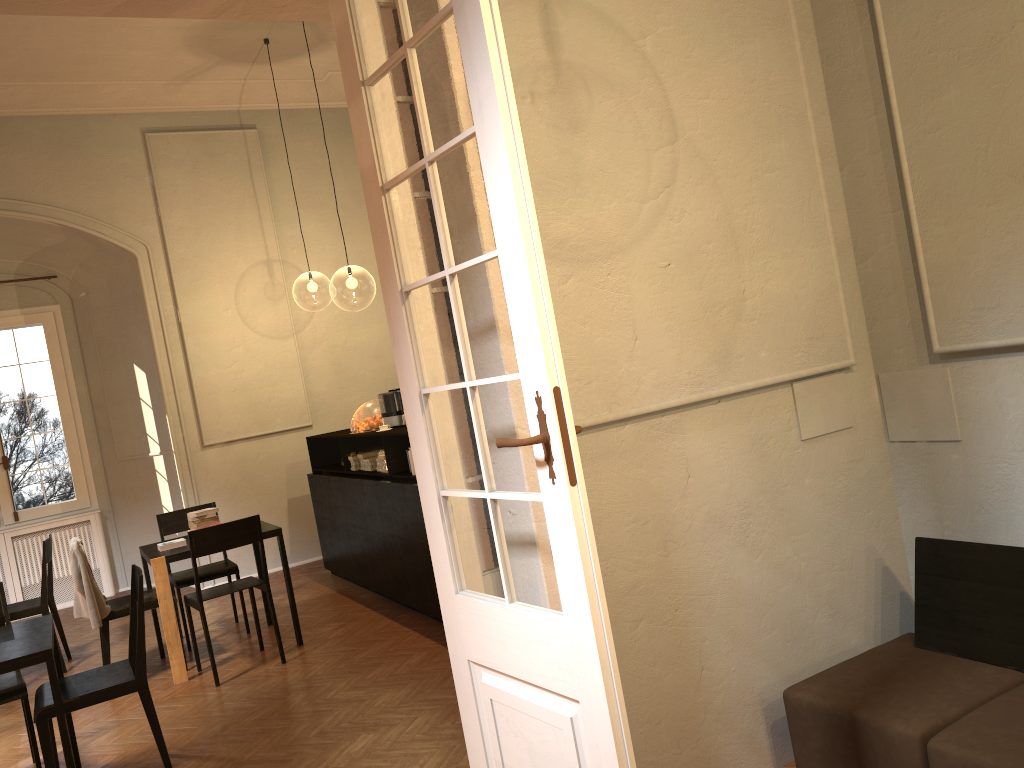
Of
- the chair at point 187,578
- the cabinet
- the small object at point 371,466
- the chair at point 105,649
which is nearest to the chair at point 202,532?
the chair at point 105,649

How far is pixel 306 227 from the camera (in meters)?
10.25

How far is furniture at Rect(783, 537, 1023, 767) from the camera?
2.85m

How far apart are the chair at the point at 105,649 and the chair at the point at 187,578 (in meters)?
0.30

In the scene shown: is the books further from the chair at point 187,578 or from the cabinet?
the cabinet

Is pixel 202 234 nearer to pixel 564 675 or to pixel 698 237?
pixel 698 237

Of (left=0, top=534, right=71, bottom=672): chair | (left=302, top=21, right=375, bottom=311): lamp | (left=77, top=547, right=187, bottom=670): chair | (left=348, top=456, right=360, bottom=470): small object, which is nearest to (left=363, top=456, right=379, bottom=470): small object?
(left=348, top=456, right=360, bottom=470): small object

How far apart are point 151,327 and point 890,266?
7.8 meters

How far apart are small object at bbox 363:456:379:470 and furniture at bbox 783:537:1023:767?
4.8m

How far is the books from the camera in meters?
6.5 m
